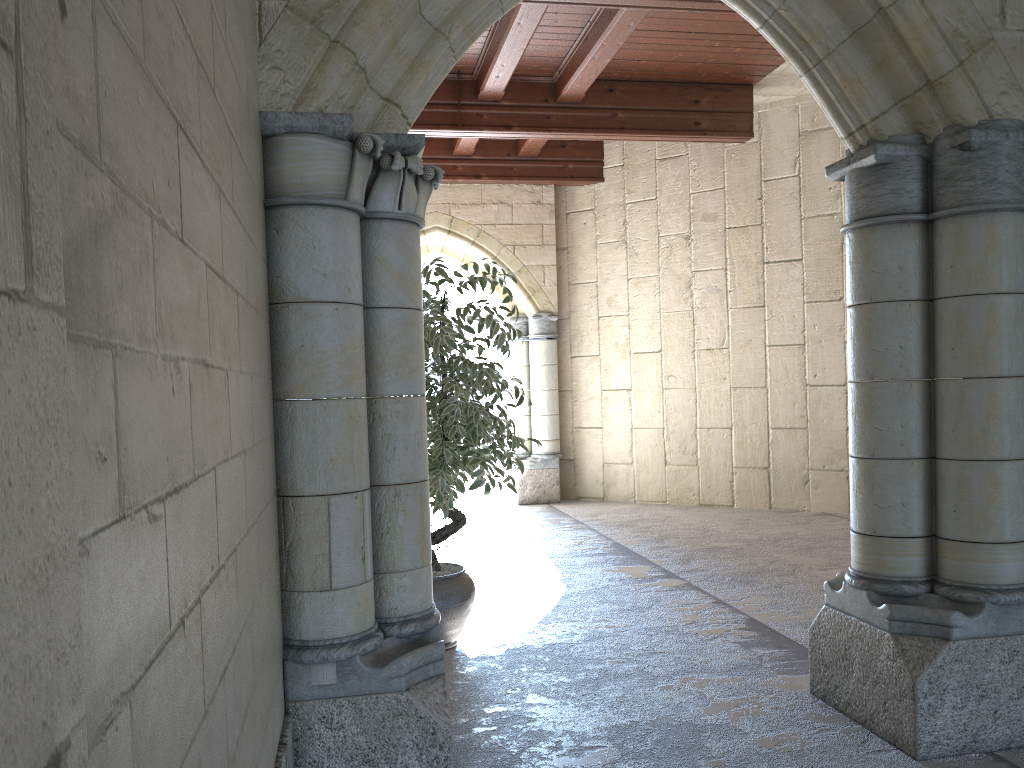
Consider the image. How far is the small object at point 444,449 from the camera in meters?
3.5

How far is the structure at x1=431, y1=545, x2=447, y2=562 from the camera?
5.0m

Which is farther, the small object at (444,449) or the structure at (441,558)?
the structure at (441,558)

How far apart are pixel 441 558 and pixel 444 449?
1.7 meters

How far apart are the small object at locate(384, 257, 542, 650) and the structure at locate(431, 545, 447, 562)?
1.1m

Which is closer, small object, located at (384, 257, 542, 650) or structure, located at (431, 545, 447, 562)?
small object, located at (384, 257, 542, 650)

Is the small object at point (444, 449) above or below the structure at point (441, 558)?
above

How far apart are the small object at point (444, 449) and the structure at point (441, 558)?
1.12m
